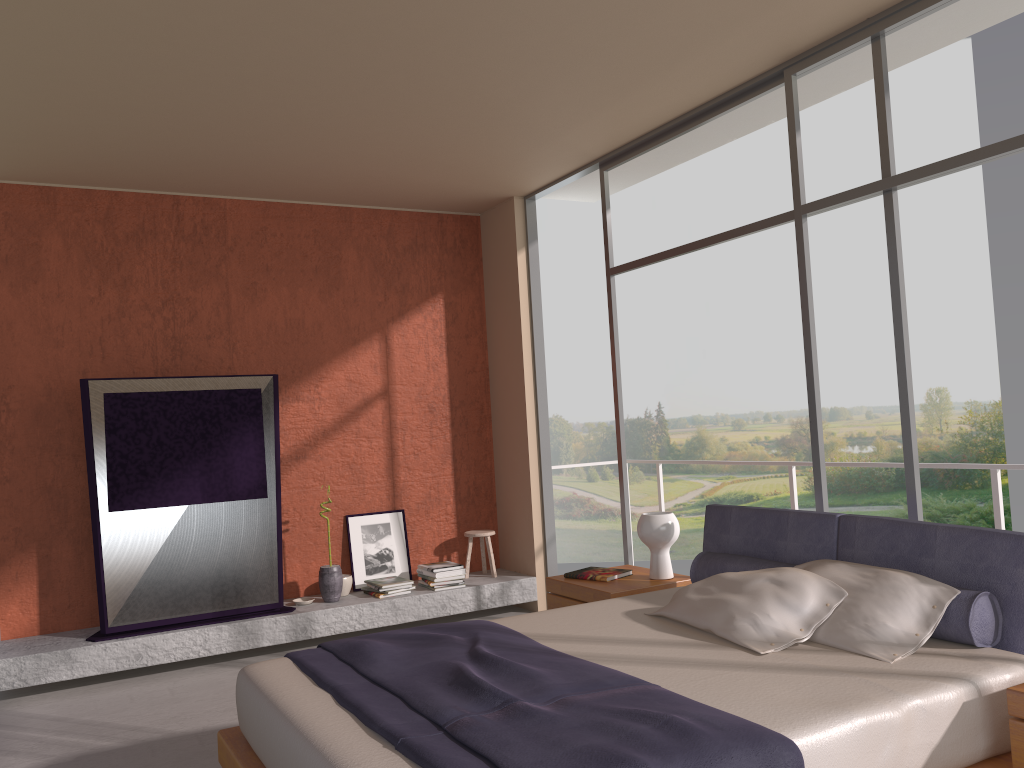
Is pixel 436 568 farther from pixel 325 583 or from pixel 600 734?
pixel 600 734

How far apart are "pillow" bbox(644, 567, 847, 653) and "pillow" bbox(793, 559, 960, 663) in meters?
0.0

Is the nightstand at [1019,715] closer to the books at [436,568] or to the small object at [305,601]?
the books at [436,568]

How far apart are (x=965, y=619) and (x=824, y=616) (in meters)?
0.46

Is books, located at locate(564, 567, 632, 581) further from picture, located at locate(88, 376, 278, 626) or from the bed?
picture, located at locate(88, 376, 278, 626)

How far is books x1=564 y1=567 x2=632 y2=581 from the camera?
4.7 meters

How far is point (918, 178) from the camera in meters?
3.8

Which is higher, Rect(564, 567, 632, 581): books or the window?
the window

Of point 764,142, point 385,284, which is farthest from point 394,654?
point 764,142

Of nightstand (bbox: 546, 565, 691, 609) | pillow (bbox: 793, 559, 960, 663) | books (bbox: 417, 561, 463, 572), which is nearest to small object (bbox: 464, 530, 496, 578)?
books (bbox: 417, 561, 463, 572)
